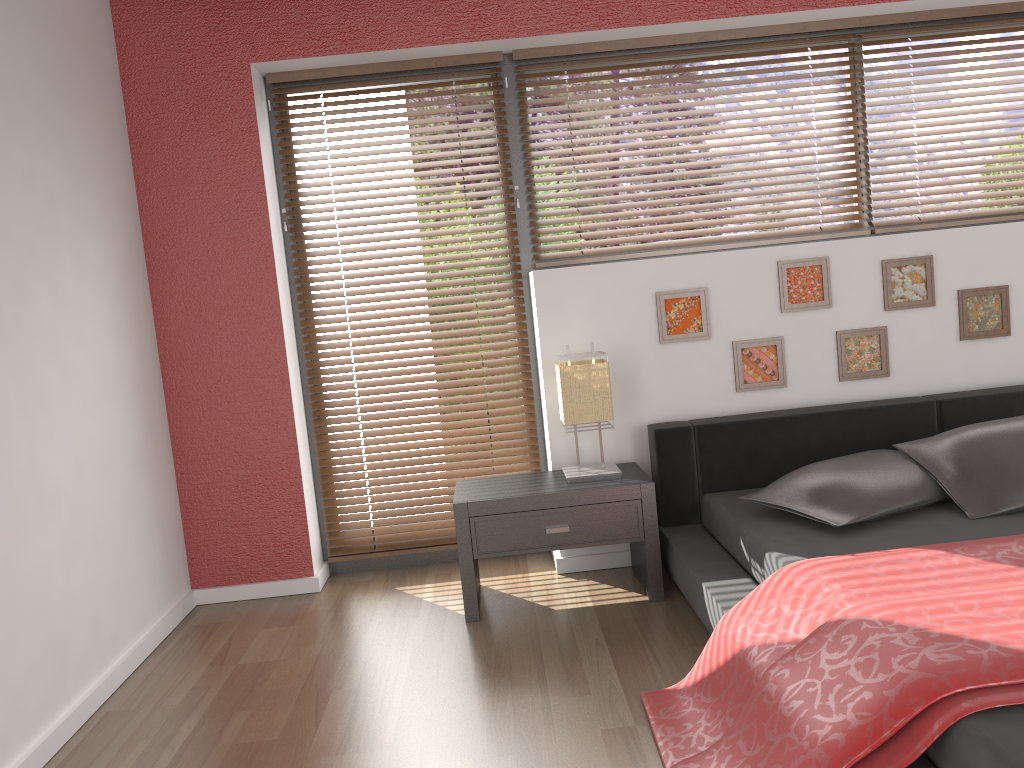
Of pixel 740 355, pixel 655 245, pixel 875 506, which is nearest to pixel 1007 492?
pixel 875 506

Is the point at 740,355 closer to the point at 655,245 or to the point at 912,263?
the point at 655,245

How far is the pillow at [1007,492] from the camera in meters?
2.7 m

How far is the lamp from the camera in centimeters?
316cm

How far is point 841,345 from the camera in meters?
3.5

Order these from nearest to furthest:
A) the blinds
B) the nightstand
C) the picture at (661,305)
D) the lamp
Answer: the nightstand, the lamp, the picture at (661,305), the blinds

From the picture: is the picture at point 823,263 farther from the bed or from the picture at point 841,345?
the bed

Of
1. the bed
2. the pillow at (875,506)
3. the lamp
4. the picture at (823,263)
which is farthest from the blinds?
the pillow at (875,506)

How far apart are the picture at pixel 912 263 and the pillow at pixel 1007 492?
0.71m

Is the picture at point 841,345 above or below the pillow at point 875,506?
above
